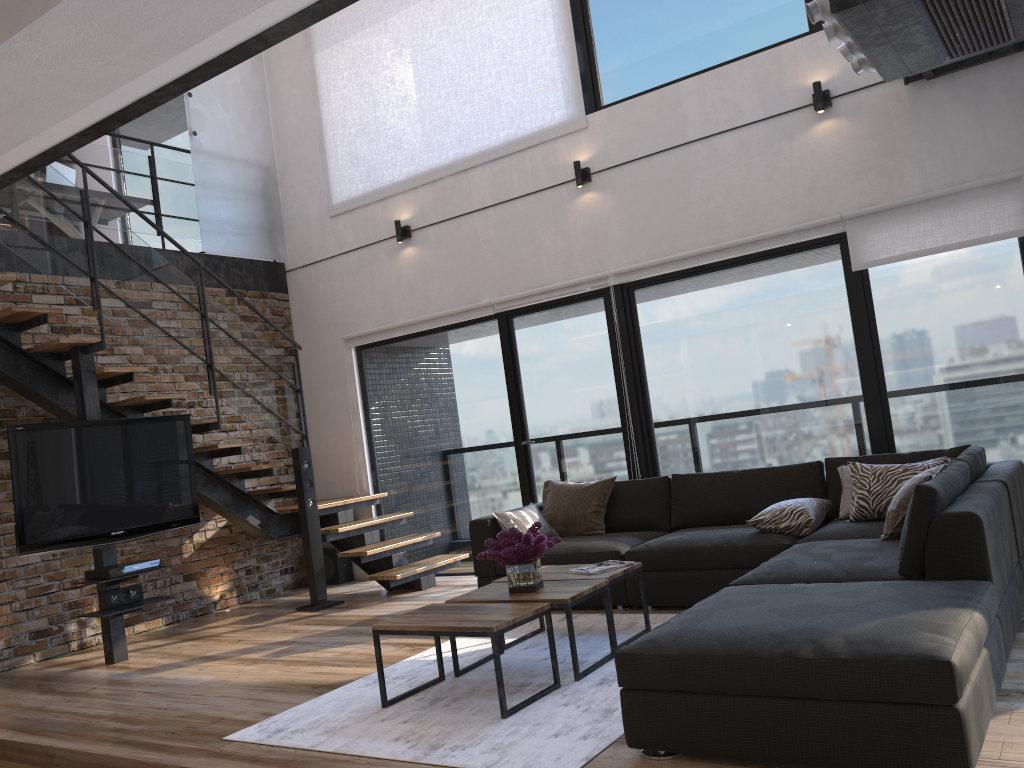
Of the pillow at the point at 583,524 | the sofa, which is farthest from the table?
the pillow at the point at 583,524

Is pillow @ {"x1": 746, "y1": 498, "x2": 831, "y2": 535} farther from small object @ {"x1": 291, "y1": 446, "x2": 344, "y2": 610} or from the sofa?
small object @ {"x1": 291, "y1": 446, "x2": 344, "y2": 610}

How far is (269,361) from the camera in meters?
6.7

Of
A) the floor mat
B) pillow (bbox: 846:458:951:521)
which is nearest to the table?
the floor mat

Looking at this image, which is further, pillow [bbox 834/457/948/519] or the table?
pillow [bbox 834/457/948/519]

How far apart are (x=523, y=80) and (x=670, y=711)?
5.21m

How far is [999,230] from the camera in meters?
5.0 m

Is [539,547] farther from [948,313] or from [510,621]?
[948,313]

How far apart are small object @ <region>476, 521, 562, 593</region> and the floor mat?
0.4 meters

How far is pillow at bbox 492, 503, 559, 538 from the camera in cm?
555
